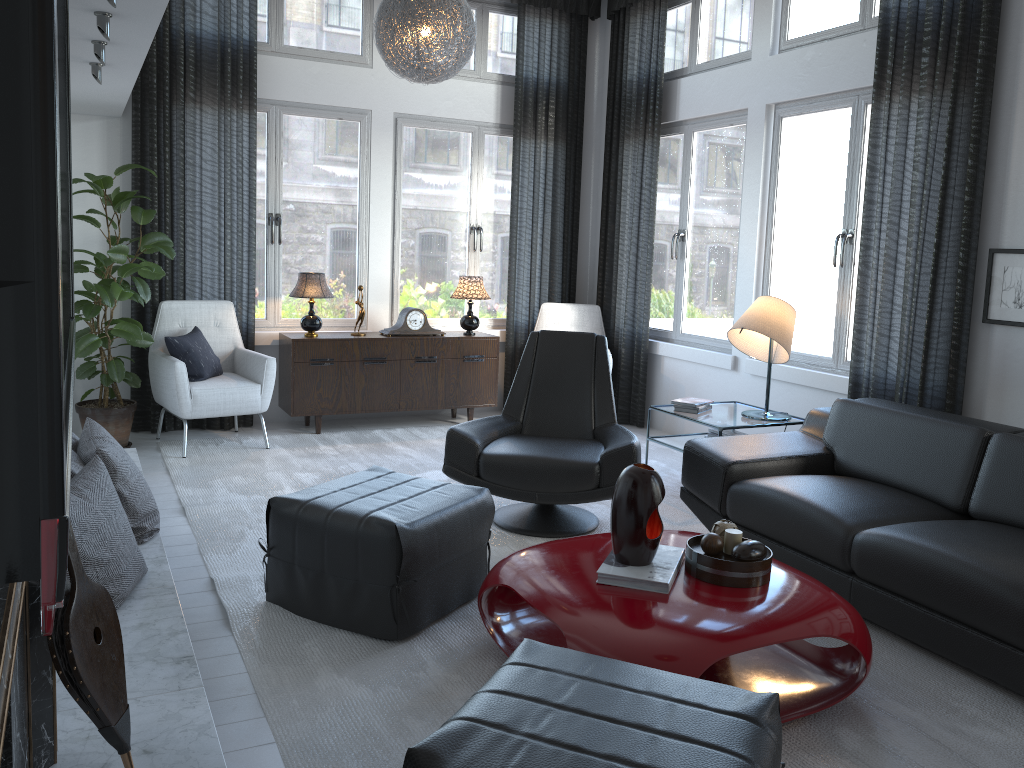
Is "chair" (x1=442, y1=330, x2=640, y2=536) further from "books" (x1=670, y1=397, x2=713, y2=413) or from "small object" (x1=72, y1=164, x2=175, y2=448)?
"small object" (x1=72, y1=164, x2=175, y2=448)

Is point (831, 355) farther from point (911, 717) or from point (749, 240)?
point (911, 717)

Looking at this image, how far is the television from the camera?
0.4m

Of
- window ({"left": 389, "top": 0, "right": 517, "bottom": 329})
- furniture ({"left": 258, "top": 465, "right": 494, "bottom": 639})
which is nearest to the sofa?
furniture ({"left": 258, "top": 465, "right": 494, "bottom": 639})

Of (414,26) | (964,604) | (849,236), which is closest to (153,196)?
(414,26)

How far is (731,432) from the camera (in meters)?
4.63

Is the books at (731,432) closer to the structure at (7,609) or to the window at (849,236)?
the window at (849,236)

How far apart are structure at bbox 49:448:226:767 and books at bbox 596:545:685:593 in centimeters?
106cm

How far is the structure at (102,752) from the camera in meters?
1.8

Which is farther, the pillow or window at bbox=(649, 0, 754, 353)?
window at bbox=(649, 0, 754, 353)
